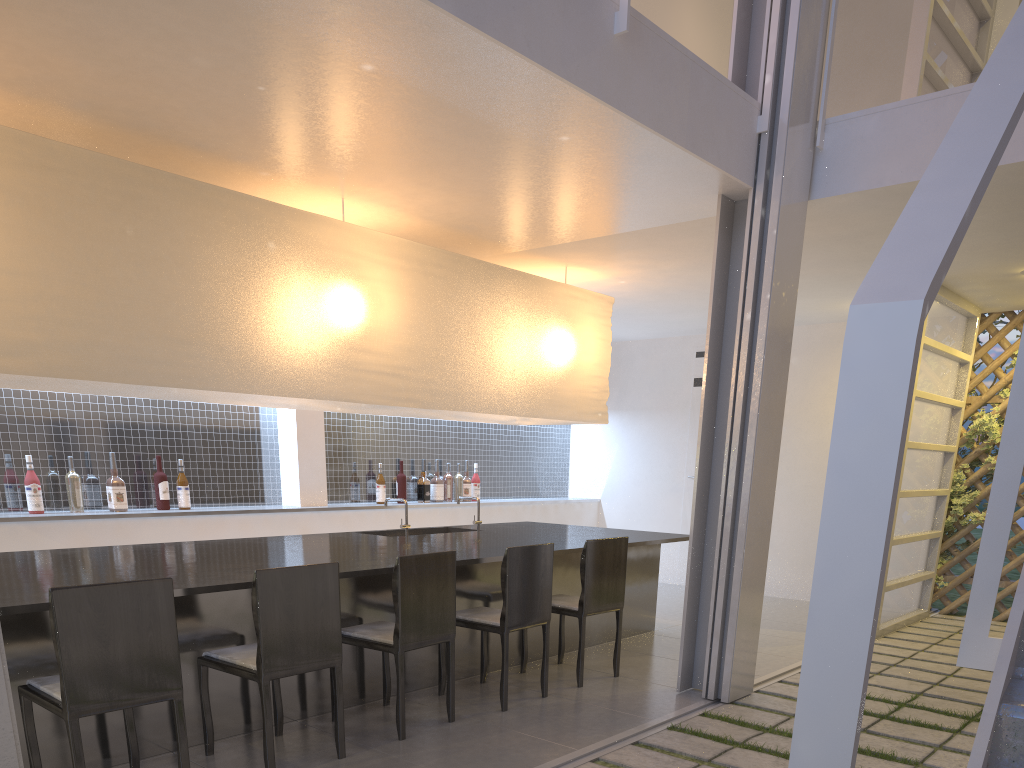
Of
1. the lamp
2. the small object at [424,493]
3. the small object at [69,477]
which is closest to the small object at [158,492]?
the small object at [69,477]

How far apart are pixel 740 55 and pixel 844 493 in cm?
220

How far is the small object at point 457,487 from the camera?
4.03m

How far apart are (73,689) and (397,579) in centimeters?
65cm

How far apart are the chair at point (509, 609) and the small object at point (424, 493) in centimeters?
165cm

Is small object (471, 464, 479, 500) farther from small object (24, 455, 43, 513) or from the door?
small object (24, 455, 43, 513)

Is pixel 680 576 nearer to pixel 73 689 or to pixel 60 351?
pixel 60 351

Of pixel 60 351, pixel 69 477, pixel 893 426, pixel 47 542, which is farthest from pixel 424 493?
pixel 893 426

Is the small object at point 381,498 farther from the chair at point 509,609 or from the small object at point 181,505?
the chair at point 509,609

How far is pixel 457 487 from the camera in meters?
4.0
